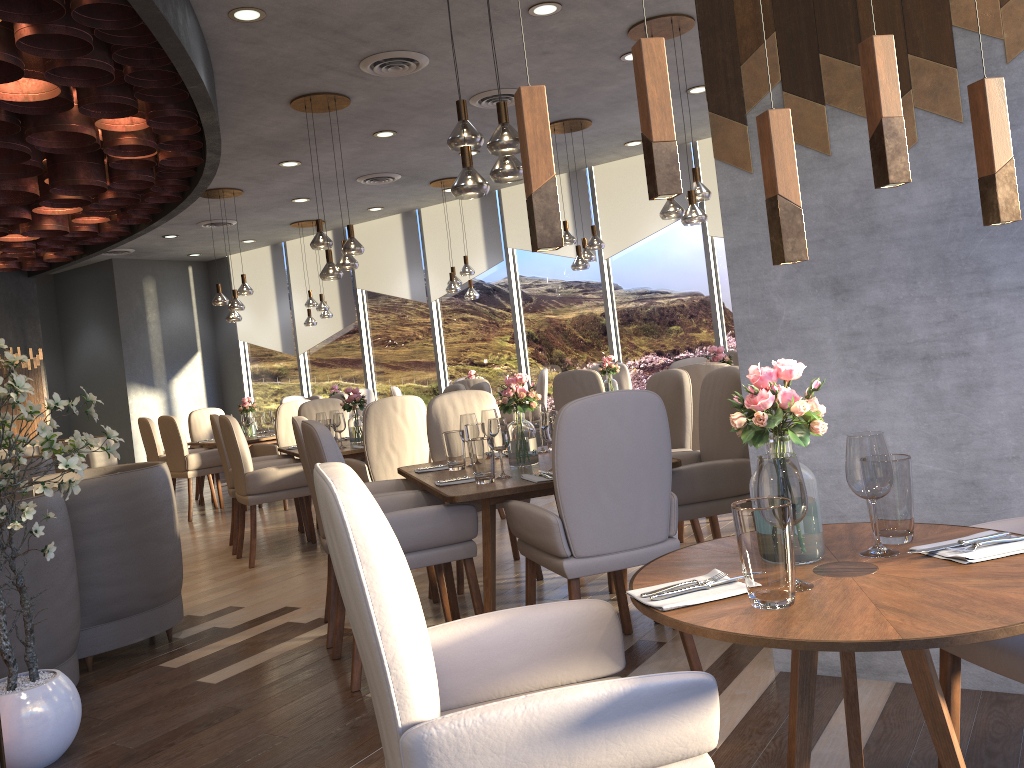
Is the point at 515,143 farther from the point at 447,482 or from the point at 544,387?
the point at 544,387

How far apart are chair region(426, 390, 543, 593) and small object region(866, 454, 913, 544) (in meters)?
2.85

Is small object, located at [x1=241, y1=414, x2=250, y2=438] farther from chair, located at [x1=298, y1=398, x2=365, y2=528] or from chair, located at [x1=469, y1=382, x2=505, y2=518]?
chair, located at [x1=469, y1=382, x2=505, y2=518]

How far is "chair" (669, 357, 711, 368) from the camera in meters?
6.6

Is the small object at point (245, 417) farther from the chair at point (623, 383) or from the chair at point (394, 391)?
the chair at point (623, 383)

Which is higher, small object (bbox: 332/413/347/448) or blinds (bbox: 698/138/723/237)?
blinds (bbox: 698/138/723/237)

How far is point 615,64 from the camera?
6.4m

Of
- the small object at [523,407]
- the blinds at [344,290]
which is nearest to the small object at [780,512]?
the small object at [523,407]

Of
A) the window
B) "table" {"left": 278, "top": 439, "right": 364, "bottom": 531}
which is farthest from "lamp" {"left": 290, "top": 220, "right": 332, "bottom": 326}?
"table" {"left": 278, "top": 439, "right": 364, "bottom": 531}

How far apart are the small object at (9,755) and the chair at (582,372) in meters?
4.5 m
